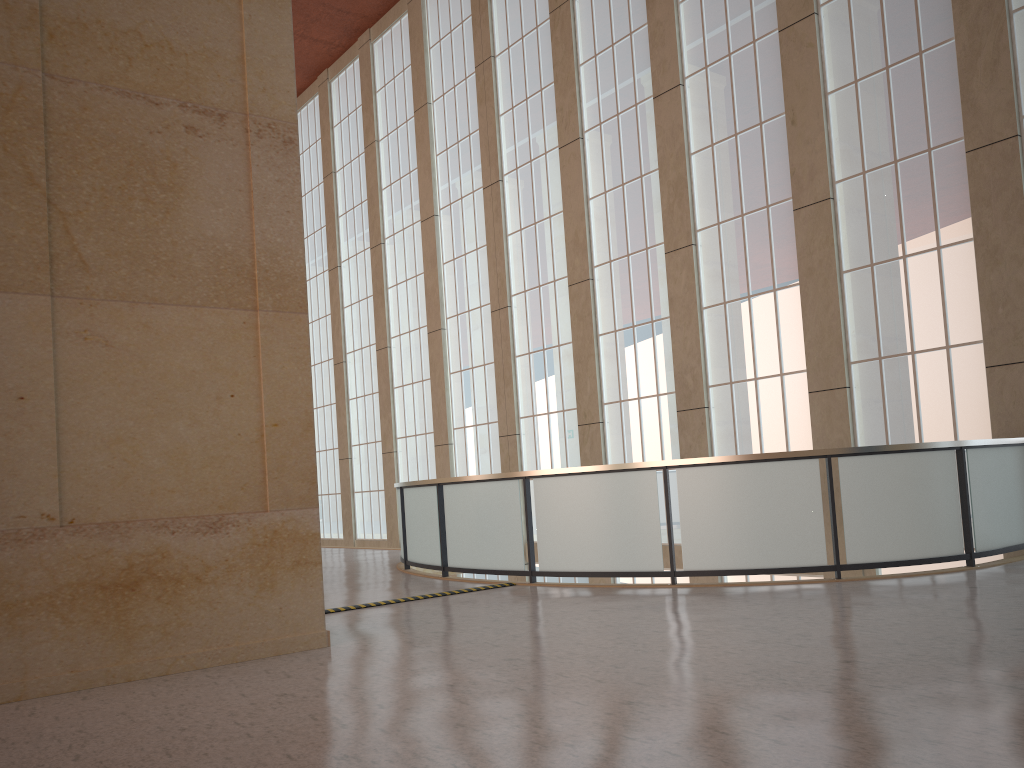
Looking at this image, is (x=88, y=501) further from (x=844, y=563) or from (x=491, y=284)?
(x=491, y=284)

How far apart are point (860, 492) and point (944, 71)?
7.9m

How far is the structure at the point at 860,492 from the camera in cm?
1184

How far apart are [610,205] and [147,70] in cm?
1398

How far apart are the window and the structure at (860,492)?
1.05m

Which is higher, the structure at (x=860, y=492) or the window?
the window

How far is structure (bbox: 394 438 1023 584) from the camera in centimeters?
1184cm

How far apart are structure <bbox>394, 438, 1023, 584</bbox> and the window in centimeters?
105cm

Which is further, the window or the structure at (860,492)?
the window

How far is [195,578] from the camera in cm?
842
